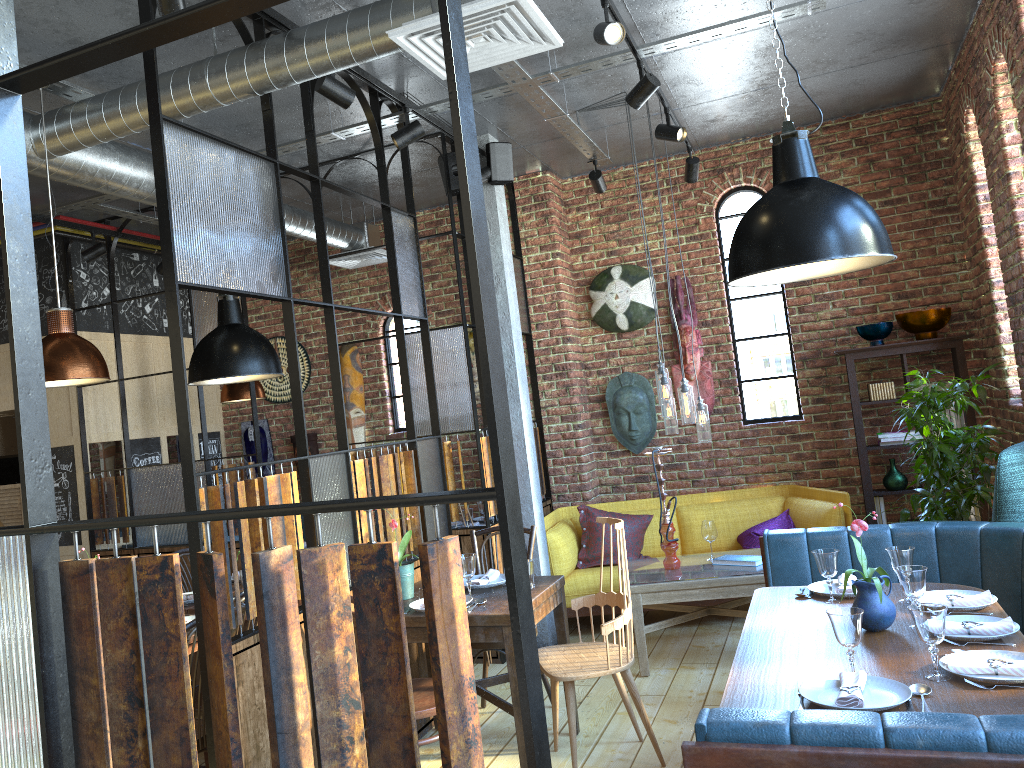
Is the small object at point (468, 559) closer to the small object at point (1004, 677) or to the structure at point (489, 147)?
the small object at point (1004, 677)

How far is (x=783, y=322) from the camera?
6.7m

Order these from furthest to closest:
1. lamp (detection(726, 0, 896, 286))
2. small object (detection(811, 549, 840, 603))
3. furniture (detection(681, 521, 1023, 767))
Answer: small object (detection(811, 549, 840, 603)), lamp (detection(726, 0, 896, 286)), furniture (detection(681, 521, 1023, 767))

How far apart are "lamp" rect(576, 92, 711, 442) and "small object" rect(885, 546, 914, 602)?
1.87m

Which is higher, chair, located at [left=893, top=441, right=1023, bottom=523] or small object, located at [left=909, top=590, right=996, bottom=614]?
chair, located at [left=893, top=441, right=1023, bottom=523]

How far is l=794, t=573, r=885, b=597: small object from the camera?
3.5 meters

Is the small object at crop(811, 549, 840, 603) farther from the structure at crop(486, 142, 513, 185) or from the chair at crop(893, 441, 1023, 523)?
the structure at crop(486, 142, 513, 185)

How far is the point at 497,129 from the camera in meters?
5.6 m

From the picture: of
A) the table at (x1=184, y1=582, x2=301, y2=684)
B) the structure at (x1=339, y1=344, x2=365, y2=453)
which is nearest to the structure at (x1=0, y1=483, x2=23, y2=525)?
the structure at (x1=339, y1=344, x2=365, y2=453)

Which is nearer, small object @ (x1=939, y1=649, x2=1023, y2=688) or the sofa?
small object @ (x1=939, y1=649, x2=1023, y2=688)
